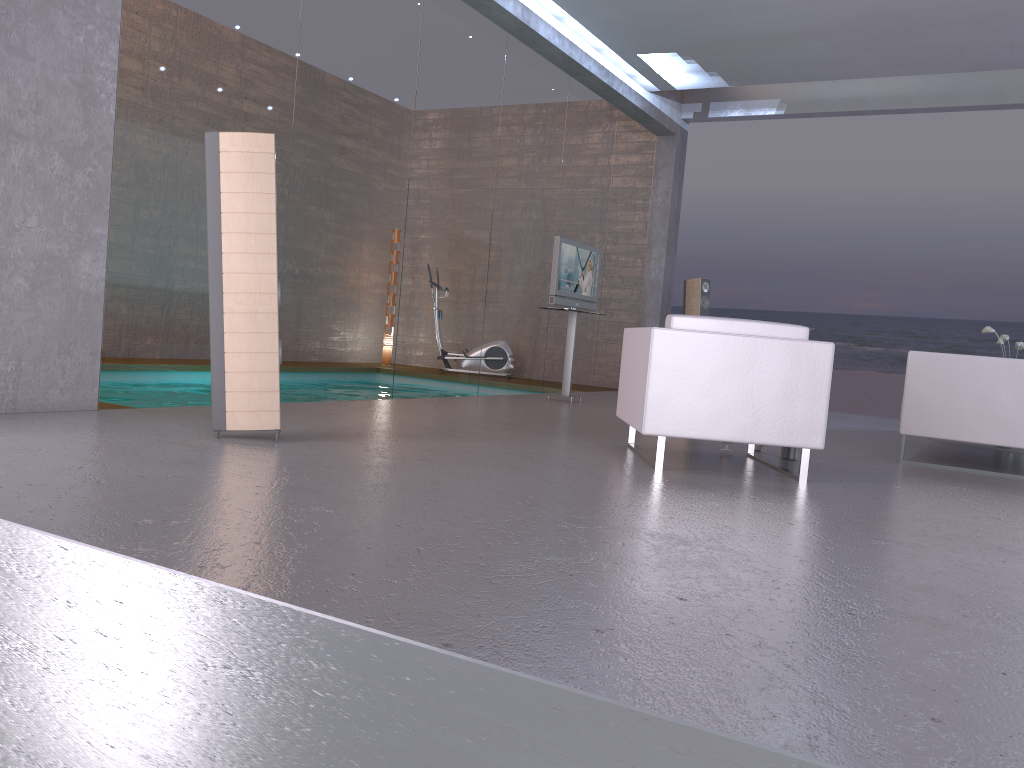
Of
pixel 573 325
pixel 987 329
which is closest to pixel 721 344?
pixel 573 325

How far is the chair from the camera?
4.46m

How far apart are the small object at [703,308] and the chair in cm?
521

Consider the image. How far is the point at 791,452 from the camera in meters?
5.4 m

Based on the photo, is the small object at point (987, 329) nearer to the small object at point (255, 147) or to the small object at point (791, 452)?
the small object at point (791, 452)

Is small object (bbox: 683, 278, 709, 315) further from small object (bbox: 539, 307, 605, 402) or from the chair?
the chair

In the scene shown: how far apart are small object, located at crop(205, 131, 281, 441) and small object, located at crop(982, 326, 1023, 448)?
6.40m

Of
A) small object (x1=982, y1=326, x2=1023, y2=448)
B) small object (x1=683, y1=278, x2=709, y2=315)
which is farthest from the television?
small object (x1=982, y1=326, x2=1023, y2=448)

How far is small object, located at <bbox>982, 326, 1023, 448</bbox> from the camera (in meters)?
7.82

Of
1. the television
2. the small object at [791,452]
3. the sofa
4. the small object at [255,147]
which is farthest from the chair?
the television
